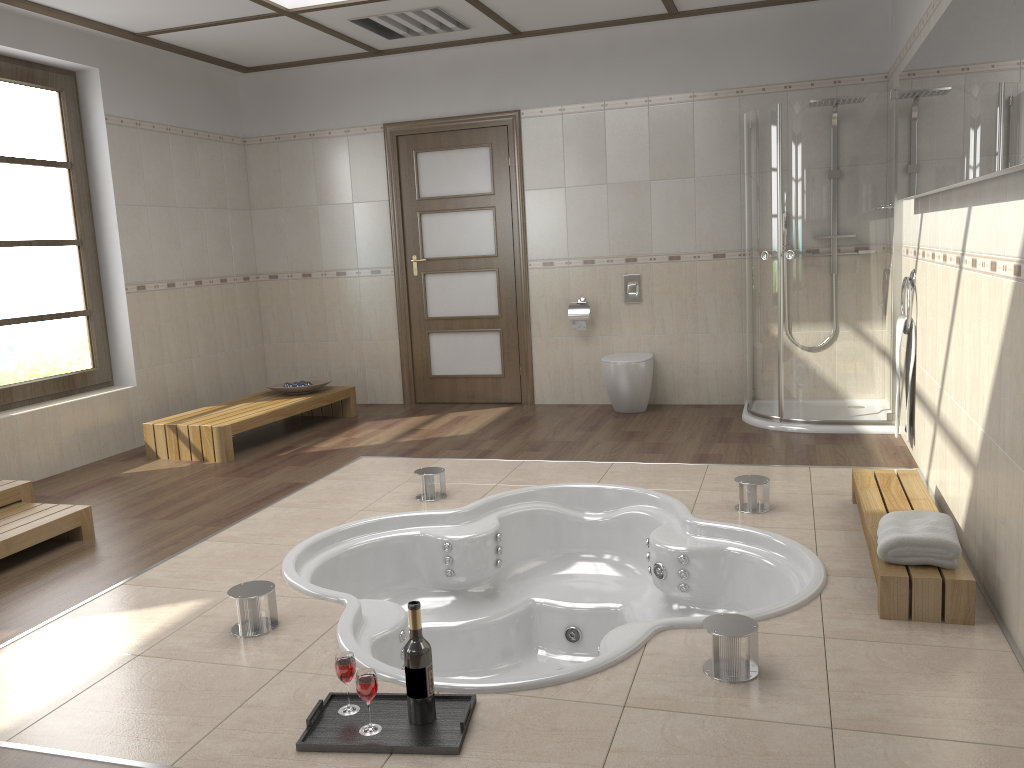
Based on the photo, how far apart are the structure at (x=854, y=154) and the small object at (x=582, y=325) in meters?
1.2

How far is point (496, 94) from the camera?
6.4m

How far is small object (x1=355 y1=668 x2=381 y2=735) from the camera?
2.15m

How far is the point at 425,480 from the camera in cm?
421

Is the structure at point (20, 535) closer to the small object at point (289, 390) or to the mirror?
the small object at point (289, 390)

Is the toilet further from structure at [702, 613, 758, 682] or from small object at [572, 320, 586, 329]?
structure at [702, 613, 758, 682]

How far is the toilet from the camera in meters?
5.9

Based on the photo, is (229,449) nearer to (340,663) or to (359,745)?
(340,663)

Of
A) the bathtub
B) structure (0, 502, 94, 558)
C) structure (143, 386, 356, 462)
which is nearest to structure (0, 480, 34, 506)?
structure (0, 502, 94, 558)

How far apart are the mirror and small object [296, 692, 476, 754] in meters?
1.9 m
